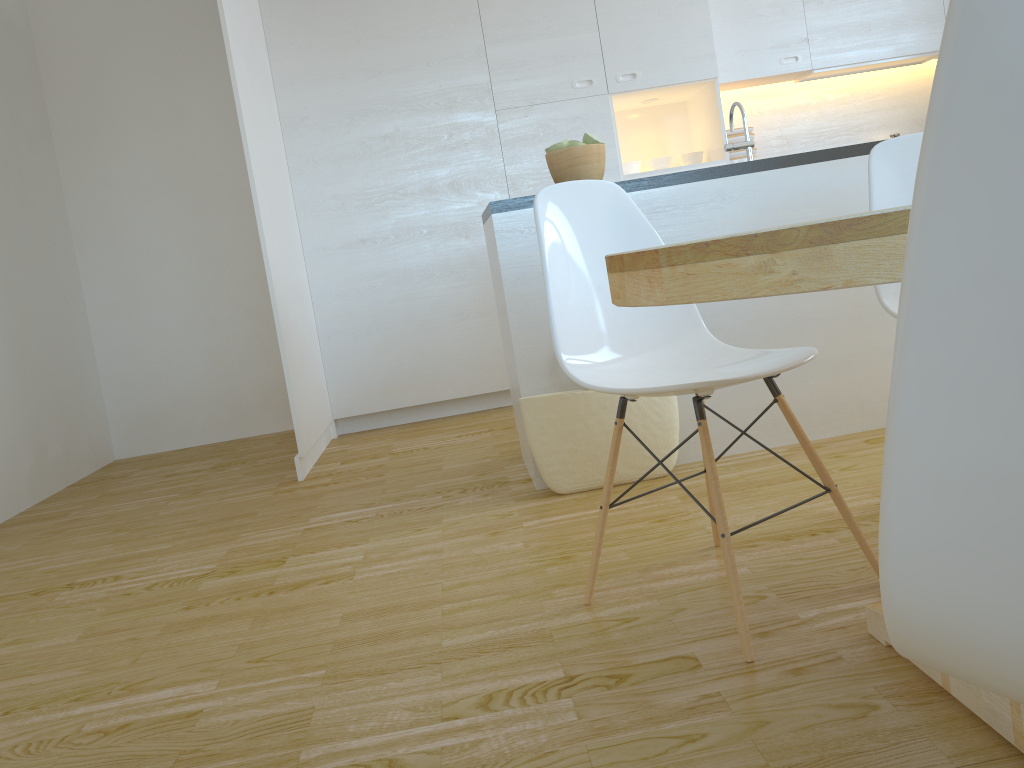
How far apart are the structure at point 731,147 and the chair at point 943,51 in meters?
2.6 m

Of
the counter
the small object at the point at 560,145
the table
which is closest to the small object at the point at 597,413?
the counter

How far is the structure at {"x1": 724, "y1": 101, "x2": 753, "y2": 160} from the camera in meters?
2.9

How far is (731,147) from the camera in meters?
2.9 m

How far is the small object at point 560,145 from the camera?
2.9m

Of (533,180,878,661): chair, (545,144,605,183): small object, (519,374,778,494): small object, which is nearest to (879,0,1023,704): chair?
(533,180,878,661): chair

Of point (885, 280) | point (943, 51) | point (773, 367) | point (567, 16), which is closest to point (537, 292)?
point (773, 367)

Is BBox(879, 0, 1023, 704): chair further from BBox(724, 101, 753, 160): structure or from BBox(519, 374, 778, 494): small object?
BBox(724, 101, 753, 160): structure

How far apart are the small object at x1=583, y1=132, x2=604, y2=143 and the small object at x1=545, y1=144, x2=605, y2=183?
0.0m

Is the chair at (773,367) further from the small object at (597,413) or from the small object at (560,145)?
the small object at (560,145)
